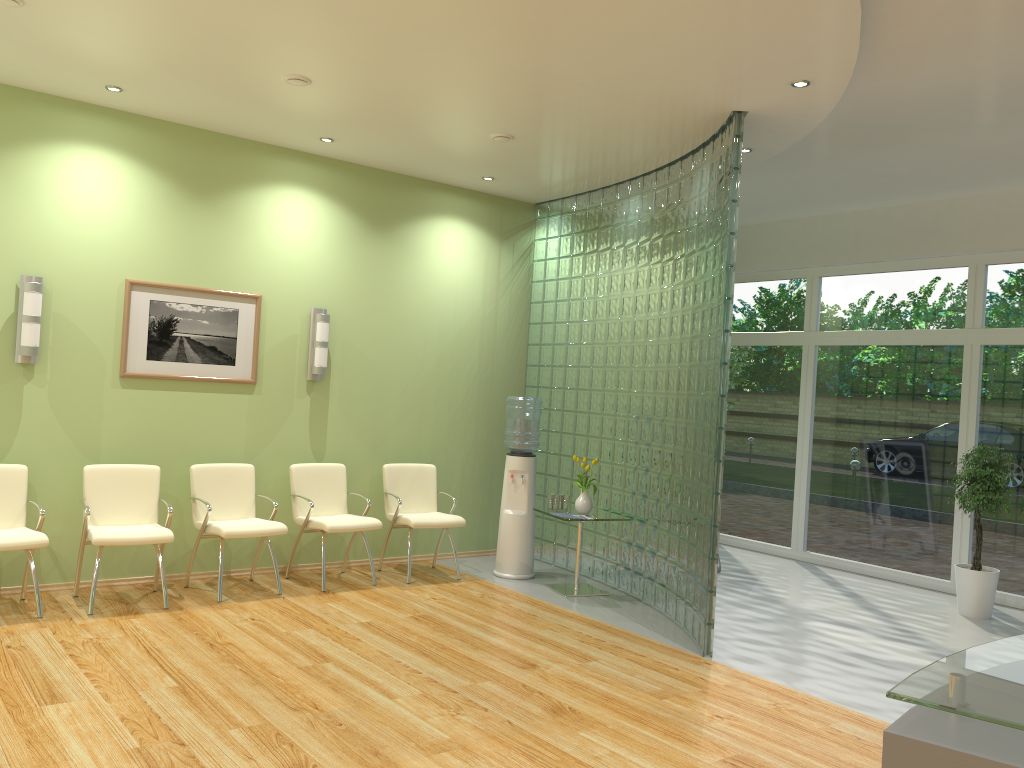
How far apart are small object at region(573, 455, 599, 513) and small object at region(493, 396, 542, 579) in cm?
49

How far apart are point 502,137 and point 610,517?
3.0 meters

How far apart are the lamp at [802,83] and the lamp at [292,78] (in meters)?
2.84

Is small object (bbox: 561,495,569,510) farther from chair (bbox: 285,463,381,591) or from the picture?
the picture

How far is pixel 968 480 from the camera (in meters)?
7.13

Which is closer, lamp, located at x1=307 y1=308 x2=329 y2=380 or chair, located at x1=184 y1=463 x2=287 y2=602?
chair, located at x1=184 y1=463 x2=287 y2=602

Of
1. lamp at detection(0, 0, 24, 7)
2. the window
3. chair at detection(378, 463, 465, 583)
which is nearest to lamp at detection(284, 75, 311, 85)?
lamp at detection(0, 0, 24, 7)

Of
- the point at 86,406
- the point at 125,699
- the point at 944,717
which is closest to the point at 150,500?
the point at 86,406

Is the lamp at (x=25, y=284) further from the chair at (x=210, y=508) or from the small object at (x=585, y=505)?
the small object at (x=585, y=505)

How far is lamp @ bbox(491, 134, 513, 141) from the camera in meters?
6.3
